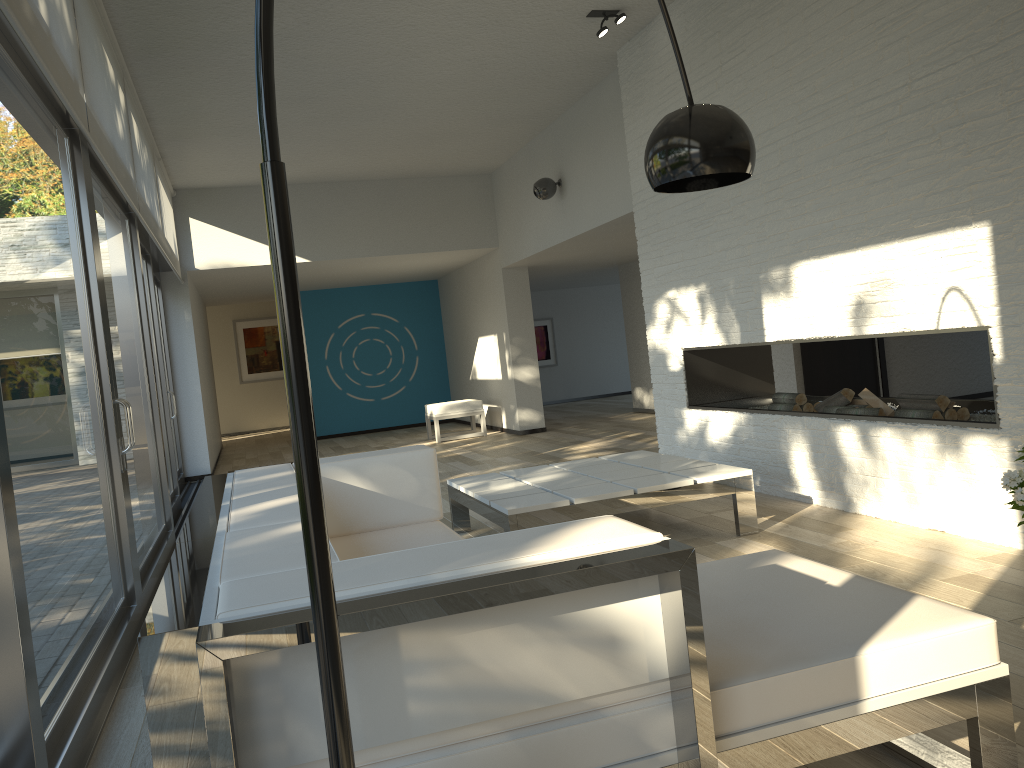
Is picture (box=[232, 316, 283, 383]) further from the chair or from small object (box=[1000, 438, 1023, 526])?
small object (box=[1000, 438, 1023, 526])

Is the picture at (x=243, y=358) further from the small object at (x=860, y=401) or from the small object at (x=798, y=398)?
the small object at (x=860, y=401)

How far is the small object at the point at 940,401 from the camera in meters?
4.2

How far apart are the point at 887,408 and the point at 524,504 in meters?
2.0 m

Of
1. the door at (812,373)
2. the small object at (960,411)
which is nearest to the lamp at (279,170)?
the small object at (960,411)

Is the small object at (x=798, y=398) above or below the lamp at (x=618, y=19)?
below

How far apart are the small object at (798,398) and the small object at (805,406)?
0.0m

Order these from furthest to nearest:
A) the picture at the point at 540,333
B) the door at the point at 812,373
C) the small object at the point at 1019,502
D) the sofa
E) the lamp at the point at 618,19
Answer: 1. the picture at the point at 540,333
2. the door at the point at 812,373
3. the lamp at the point at 618,19
4. the small object at the point at 1019,502
5. the sofa

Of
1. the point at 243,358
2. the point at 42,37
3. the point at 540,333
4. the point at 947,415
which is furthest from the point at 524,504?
the point at 243,358

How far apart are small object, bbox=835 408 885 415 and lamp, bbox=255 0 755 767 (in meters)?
2.59
